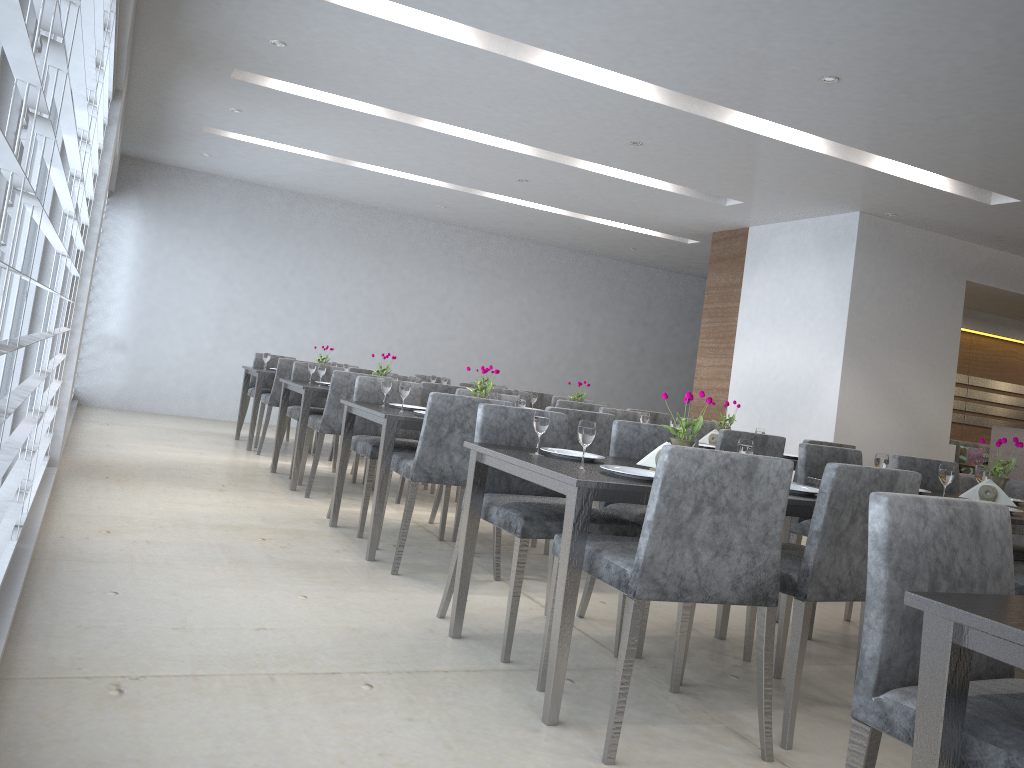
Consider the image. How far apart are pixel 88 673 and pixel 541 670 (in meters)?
1.21

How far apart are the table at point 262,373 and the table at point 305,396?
1.07m

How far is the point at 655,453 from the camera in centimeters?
285cm

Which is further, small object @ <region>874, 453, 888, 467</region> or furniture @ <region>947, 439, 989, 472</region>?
furniture @ <region>947, 439, 989, 472</region>

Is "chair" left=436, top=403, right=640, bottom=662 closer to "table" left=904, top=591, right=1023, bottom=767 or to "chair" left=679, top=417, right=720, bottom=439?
"table" left=904, top=591, right=1023, bottom=767

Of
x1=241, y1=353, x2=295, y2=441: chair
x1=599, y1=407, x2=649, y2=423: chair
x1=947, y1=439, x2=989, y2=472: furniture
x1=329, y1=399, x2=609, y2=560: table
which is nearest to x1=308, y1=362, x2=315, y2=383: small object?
x1=329, y1=399, x2=609, y2=560: table

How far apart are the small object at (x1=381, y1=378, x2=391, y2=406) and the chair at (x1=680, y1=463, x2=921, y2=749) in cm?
216

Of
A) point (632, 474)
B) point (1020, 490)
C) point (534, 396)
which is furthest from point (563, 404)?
point (632, 474)

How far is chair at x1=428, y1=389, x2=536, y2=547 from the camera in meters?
4.7 m

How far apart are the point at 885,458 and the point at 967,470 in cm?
617
